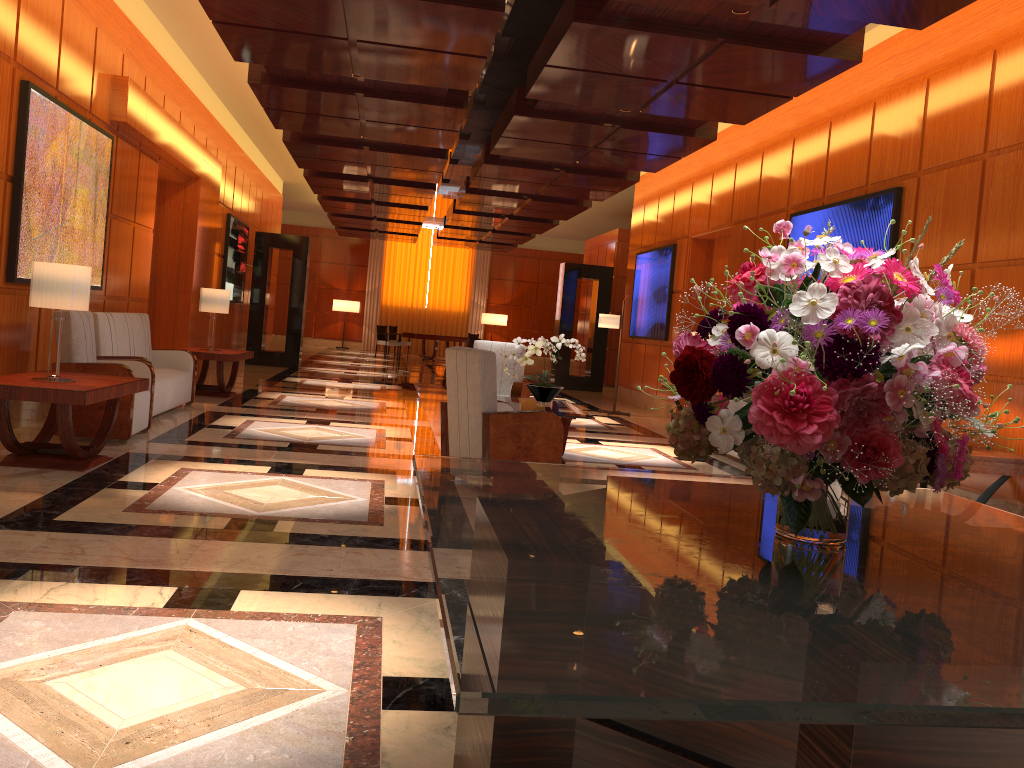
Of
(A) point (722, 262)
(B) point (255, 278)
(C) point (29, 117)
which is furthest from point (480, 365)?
(B) point (255, 278)

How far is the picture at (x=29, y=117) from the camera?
6.37m

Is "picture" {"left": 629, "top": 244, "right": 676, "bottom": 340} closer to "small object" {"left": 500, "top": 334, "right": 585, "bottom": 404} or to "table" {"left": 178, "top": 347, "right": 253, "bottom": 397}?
"small object" {"left": 500, "top": 334, "right": 585, "bottom": 404}

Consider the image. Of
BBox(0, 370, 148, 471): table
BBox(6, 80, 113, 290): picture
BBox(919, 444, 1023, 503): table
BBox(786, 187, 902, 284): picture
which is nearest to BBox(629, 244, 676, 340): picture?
BBox(786, 187, 902, 284): picture

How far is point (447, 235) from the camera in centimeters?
2206cm

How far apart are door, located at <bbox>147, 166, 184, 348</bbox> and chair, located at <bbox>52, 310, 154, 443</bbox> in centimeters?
421cm

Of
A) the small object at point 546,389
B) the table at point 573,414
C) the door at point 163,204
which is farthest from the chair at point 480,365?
the door at point 163,204

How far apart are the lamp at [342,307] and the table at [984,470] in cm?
2292

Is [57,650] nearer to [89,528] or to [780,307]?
[89,528]

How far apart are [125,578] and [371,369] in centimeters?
1503cm
